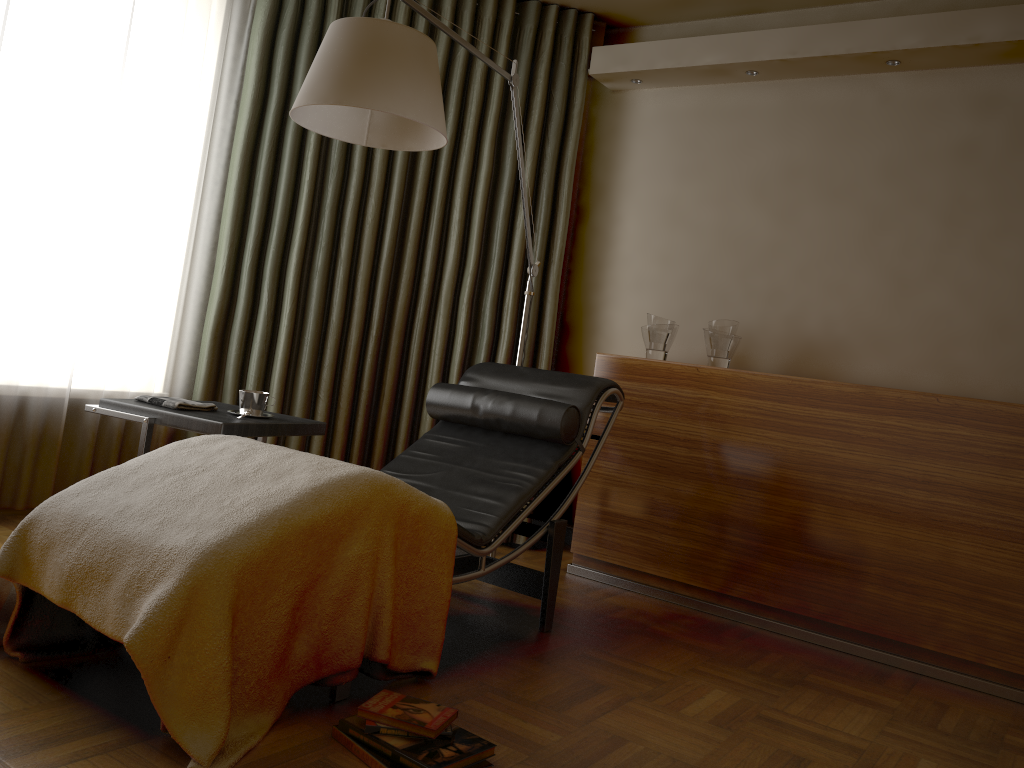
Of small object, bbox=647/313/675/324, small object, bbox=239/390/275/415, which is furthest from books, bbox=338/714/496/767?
small object, bbox=647/313/675/324

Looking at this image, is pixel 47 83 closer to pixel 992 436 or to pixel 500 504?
pixel 500 504

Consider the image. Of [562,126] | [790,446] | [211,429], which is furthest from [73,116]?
[790,446]

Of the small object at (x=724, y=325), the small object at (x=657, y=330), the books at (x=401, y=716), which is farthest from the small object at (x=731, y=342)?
the books at (x=401, y=716)

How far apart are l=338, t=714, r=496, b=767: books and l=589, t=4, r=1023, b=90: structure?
2.8 meters

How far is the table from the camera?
2.62m

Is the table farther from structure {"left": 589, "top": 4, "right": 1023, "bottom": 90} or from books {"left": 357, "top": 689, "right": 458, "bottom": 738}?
structure {"left": 589, "top": 4, "right": 1023, "bottom": 90}

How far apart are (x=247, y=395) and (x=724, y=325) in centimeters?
180cm

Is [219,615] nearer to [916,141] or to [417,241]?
[417,241]

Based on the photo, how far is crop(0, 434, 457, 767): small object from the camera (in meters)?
1.69
